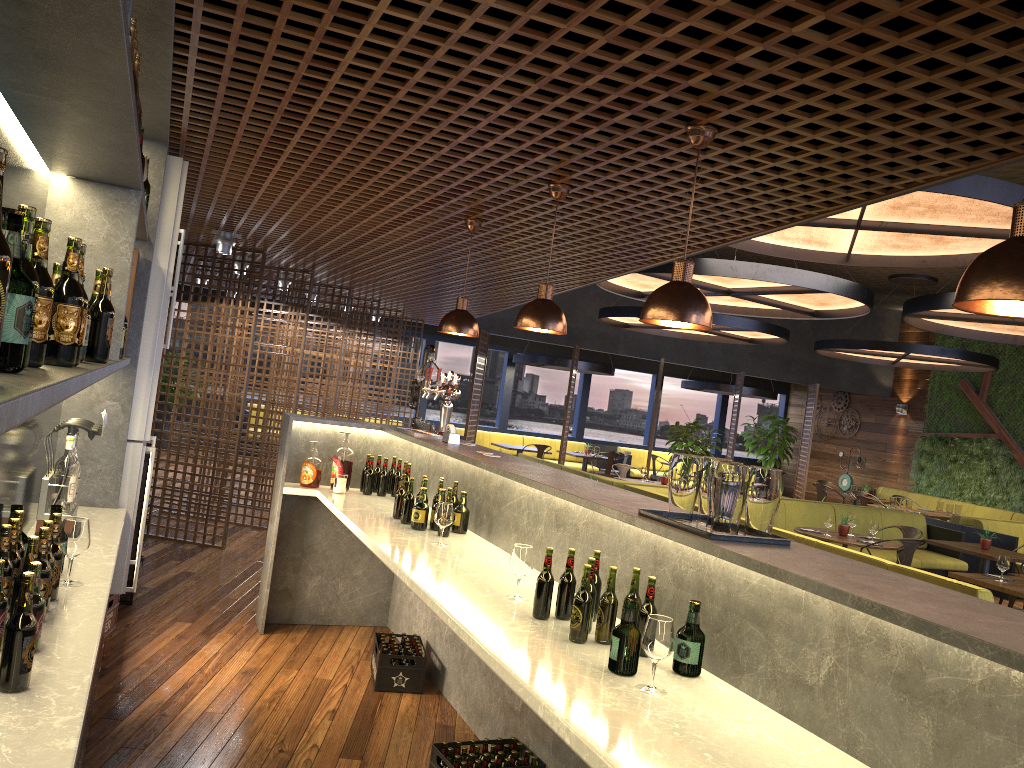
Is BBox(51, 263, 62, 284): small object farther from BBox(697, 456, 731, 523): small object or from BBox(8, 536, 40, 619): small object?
BBox(697, 456, 731, 523): small object

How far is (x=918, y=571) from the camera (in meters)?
5.99

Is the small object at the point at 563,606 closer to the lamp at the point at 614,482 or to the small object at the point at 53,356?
the small object at the point at 53,356

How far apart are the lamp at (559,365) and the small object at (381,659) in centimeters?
1132cm

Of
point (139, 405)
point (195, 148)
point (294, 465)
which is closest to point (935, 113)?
point (139, 405)

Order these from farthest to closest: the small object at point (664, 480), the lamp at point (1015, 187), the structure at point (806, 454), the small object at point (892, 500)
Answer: the structure at point (806, 454), the small object at point (892, 500), the small object at point (664, 480), the lamp at point (1015, 187)

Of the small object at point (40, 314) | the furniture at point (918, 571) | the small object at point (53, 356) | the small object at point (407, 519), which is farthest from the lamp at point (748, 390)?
the small object at point (40, 314)

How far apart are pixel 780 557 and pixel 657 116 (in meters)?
1.53

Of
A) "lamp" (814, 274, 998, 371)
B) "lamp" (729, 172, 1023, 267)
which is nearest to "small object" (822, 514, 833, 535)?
"lamp" (729, 172, 1023, 267)

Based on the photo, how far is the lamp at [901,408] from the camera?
17.82m
